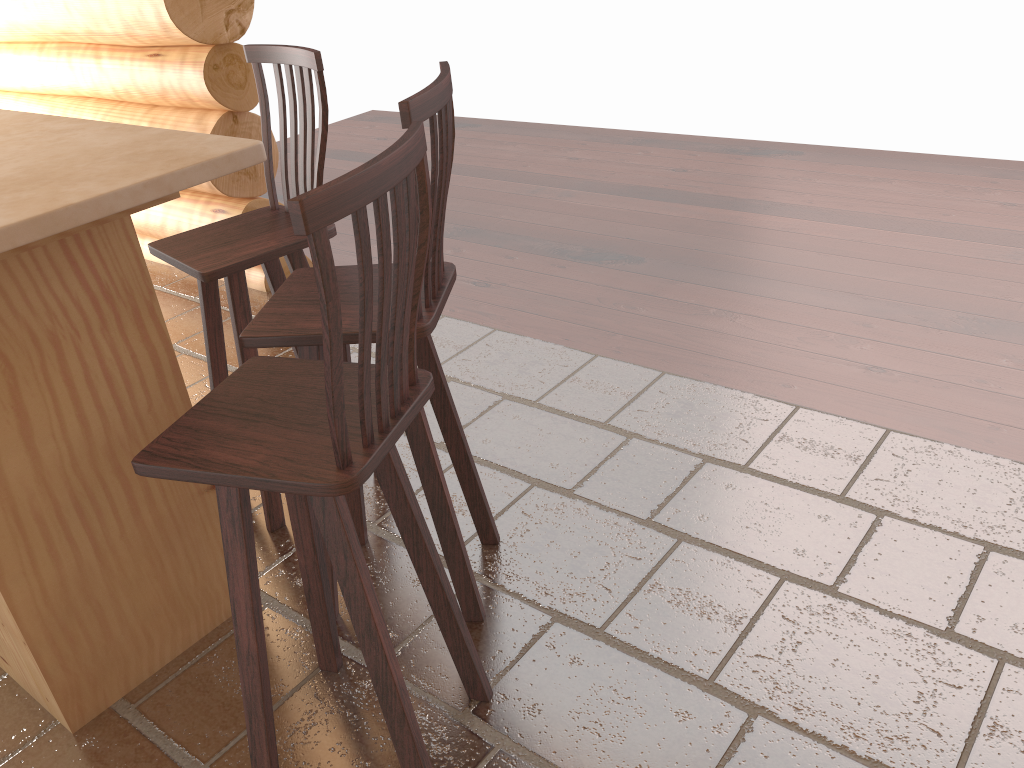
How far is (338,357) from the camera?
1.3 meters

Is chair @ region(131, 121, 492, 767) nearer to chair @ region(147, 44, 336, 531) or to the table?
the table

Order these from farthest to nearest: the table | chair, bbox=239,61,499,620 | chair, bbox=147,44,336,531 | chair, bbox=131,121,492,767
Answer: chair, bbox=147,44,336,531
chair, bbox=239,61,499,620
the table
chair, bbox=131,121,492,767

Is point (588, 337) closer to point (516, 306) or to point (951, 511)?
point (516, 306)

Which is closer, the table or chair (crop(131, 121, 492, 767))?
chair (crop(131, 121, 492, 767))

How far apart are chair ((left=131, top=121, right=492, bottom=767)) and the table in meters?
0.4

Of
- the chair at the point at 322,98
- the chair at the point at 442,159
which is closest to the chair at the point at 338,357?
the chair at the point at 442,159

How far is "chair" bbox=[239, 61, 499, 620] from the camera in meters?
1.8 m

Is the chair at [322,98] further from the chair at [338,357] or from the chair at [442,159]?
the chair at [338,357]

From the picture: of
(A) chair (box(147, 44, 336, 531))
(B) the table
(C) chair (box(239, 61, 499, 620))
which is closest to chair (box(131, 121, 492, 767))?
(C) chair (box(239, 61, 499, 620))
